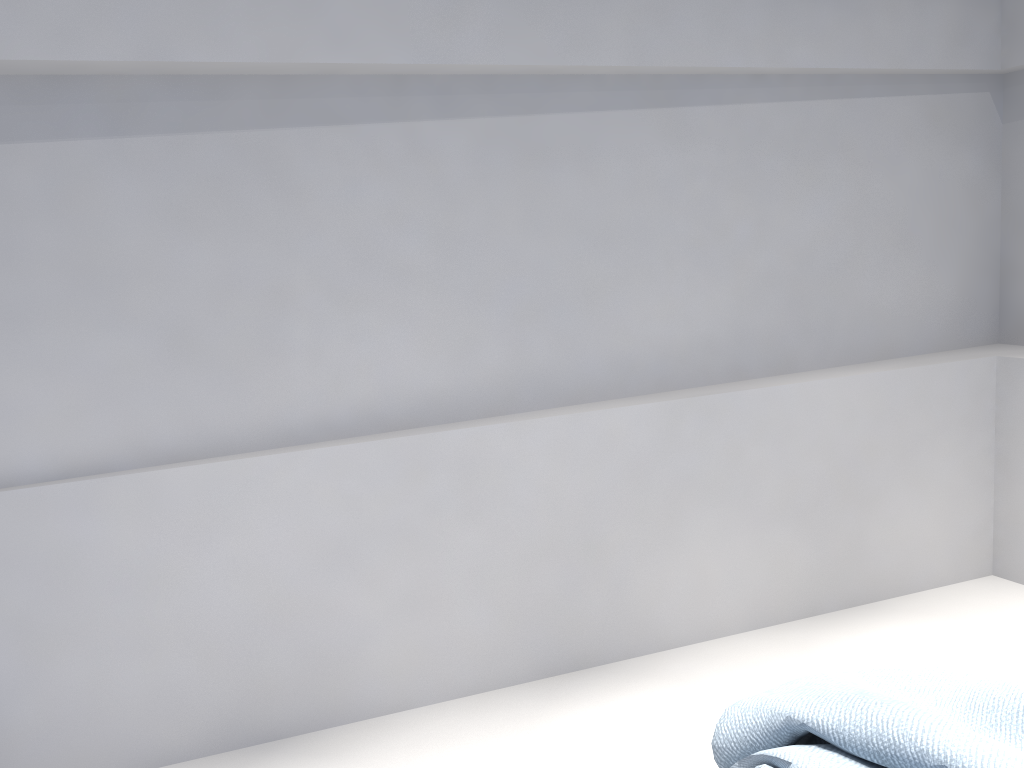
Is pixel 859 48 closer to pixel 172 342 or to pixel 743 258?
pixel 743 258

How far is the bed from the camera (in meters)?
1.53

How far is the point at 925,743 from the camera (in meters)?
1.53

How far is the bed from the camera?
1.5m
